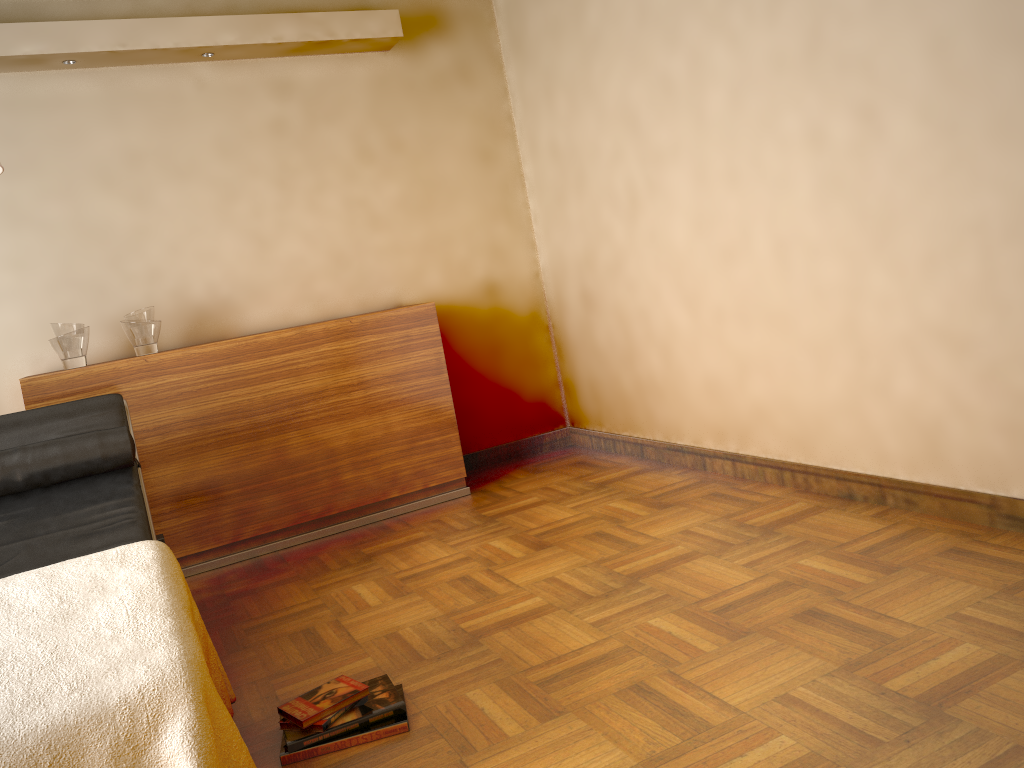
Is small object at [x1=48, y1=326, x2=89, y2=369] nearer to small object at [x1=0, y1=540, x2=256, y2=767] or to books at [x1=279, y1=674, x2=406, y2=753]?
small object at [x1=0, y1=540, x2=256, y2=767]

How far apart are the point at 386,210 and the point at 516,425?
1.3m

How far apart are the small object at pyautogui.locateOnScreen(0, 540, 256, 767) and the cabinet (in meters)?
1.59

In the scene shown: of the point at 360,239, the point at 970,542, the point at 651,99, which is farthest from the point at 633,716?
the point at 360,239

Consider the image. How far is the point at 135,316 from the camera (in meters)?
3.56

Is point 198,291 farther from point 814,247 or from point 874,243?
point 874,243

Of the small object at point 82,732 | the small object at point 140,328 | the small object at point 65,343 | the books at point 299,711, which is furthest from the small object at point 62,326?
the books at point 299,711

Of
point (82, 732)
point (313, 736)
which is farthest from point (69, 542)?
point (82, 732)

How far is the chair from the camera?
2.6m

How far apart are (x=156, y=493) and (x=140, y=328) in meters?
0.7 m
